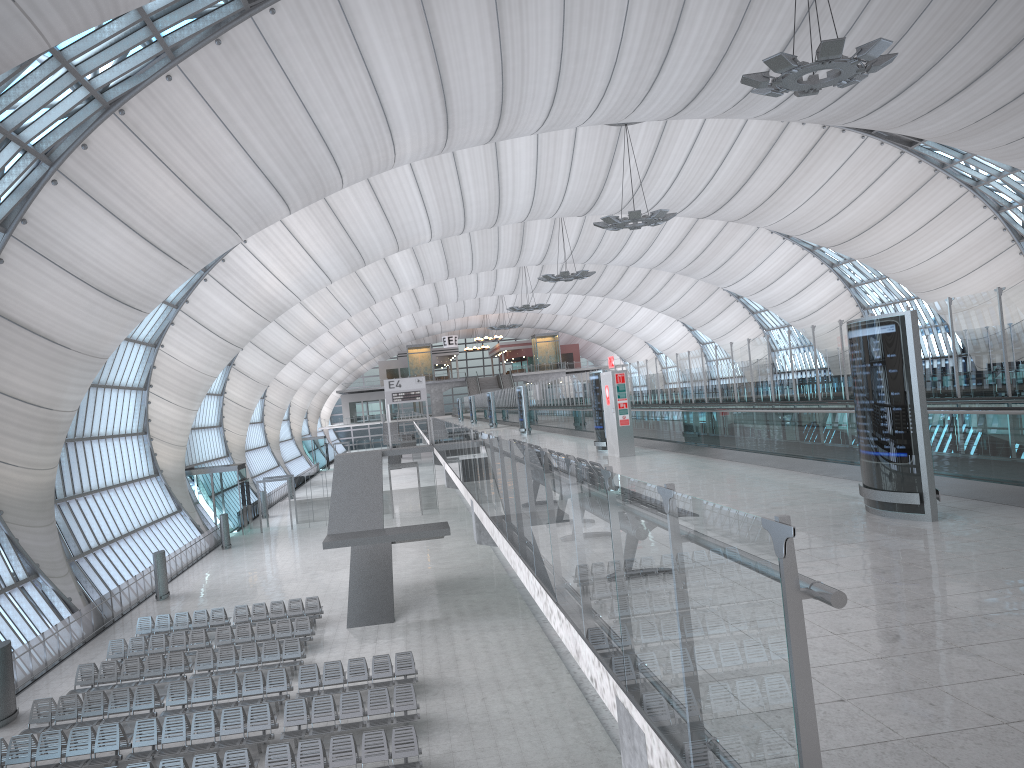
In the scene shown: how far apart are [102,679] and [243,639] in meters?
3.8

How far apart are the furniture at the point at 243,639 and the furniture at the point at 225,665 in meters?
1.6

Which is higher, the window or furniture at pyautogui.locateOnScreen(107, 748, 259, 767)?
the window

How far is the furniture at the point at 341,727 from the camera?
17.1m

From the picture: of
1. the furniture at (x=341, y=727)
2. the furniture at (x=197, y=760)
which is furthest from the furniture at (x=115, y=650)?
the furniture at (x=197, y=760)

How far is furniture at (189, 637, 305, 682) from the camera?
22.1 meters

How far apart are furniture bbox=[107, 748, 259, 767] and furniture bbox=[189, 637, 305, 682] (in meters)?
6.04

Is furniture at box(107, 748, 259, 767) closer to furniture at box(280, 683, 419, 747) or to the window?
furniture at box(280, 683, 419, 747)

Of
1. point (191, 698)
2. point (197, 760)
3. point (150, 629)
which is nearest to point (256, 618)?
point (150, 629)

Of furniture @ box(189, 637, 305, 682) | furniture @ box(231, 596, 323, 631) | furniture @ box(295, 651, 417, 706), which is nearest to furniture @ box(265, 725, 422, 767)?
furniture @ box(295, 651, 417, 706)
